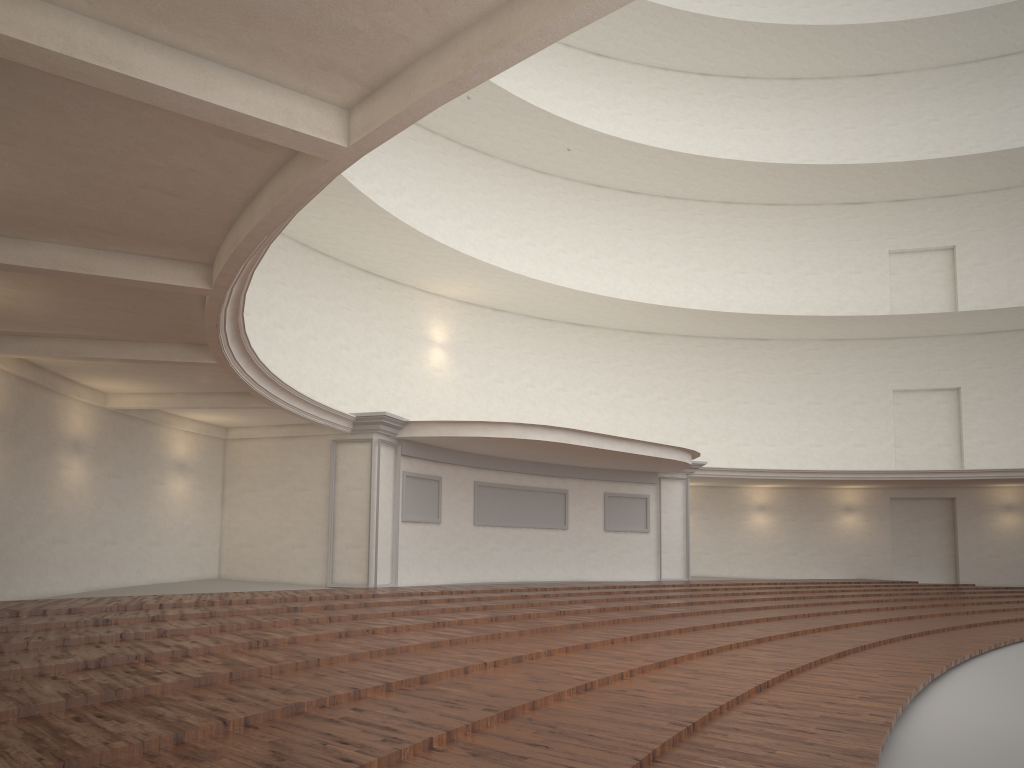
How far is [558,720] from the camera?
5.00m
